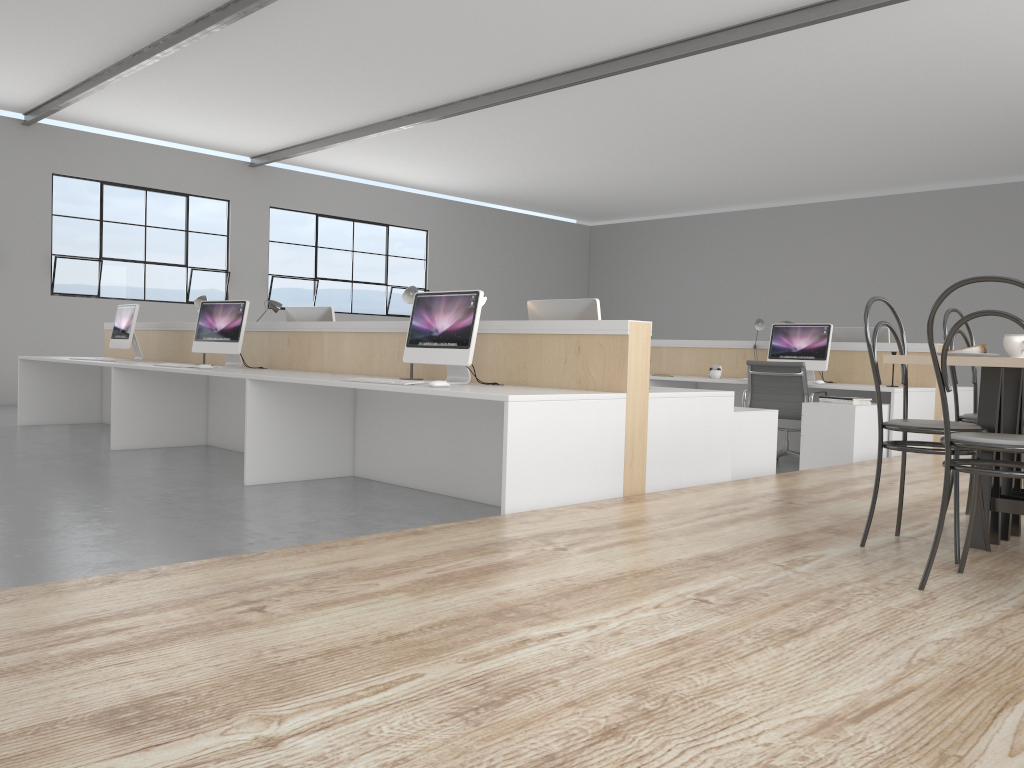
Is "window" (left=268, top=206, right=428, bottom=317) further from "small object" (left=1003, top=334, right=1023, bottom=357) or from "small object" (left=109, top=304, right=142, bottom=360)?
"small object" (left=1003, top=334, right=1023, bottom=357)

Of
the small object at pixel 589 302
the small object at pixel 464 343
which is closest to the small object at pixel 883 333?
the small object at pixel 589 302

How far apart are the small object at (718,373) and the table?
3.2m

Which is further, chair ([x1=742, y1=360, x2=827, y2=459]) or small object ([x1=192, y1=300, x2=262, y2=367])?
chair ([x1=742, y1=360, x2=827, y2=459])

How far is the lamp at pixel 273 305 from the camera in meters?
5.4 m

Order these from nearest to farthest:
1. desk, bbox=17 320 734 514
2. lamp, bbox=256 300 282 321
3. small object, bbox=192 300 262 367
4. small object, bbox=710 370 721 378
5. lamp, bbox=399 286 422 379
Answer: desk, bbox=17 320 734 514
lamp, bbox=399 286 422 379
small object, bbox=192 300 262 367
lamp, bbox=256 300 282 321
small object, bbox=710 370 721 378

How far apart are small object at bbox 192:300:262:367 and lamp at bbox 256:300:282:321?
0.5 meters

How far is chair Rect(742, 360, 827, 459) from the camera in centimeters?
512cm

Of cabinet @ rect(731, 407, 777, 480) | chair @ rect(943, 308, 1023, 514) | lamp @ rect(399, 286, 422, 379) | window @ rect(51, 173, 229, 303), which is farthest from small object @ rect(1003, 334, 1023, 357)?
window @ rect(51, 173, 229, 303)

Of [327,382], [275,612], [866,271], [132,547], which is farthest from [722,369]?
[866,271]
